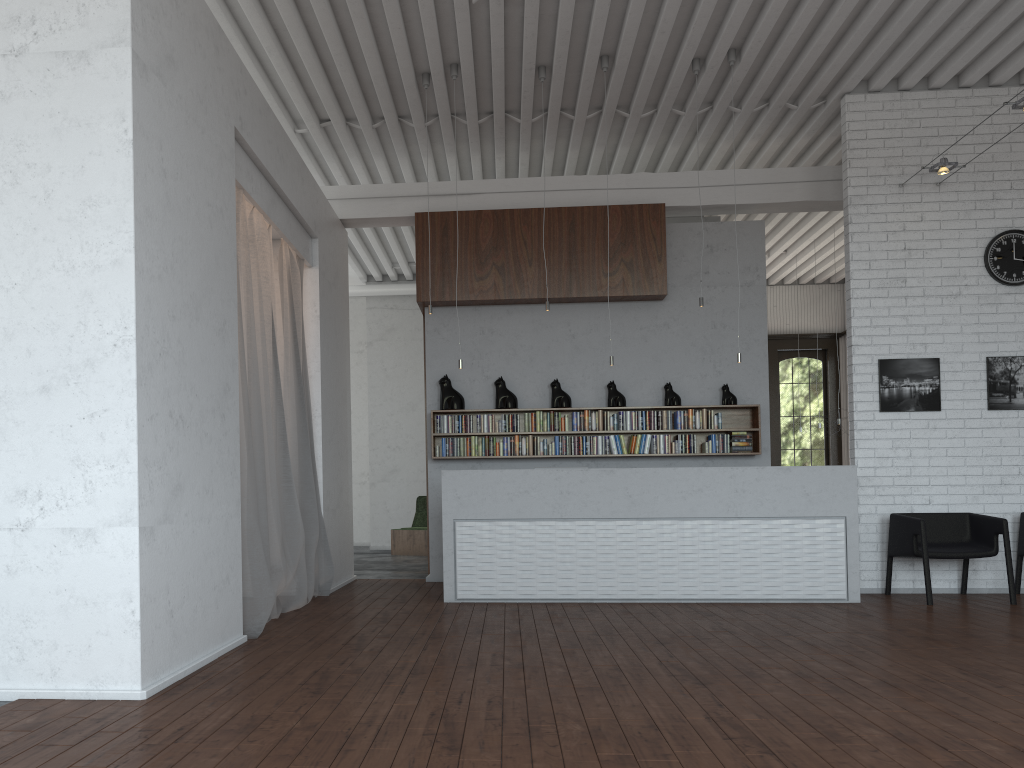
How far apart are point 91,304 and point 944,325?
7.4m
